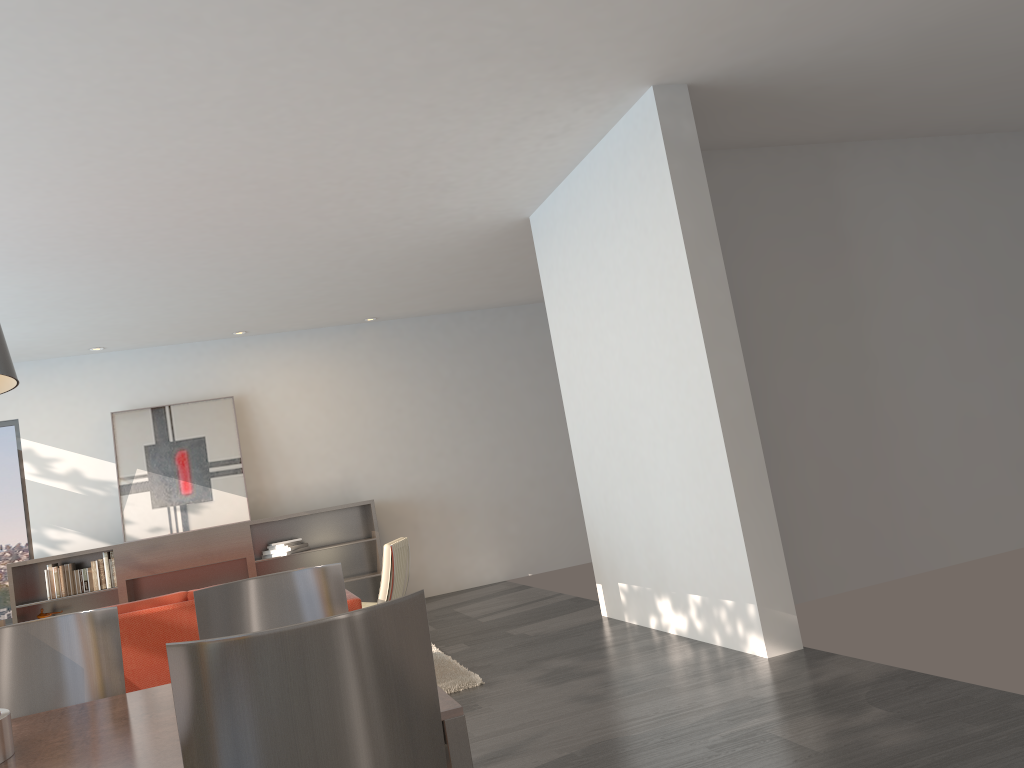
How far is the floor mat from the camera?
5.1m

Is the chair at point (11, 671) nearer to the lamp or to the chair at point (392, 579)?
the lamp

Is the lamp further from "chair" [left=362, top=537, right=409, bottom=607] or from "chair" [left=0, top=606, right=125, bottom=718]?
"chair" [left=362, top=537, right=409, bottom=607]

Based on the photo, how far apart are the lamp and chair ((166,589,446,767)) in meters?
1.0 m

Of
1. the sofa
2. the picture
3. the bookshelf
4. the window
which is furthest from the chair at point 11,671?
the window

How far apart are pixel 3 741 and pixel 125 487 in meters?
7.3 m

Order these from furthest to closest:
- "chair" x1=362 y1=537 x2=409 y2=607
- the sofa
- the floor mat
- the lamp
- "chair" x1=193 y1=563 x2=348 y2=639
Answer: "chair" x1=362 y1=537 x2=409 y2=607 → the floor mat → the sofa → "chair" x1=193 y1=563 x2=348 y2=639 → the lamp

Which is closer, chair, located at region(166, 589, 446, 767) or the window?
chair, located at region(166, 589, 446, 767)

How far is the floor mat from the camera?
5.13m

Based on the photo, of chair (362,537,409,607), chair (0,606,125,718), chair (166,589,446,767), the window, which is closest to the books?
the window
